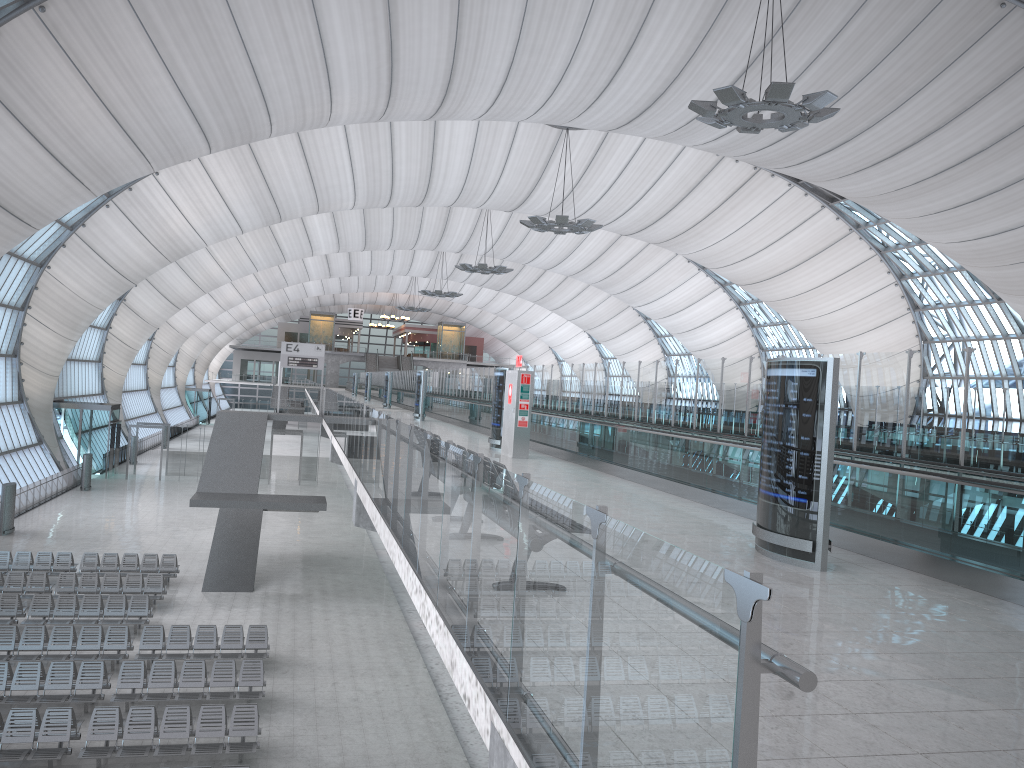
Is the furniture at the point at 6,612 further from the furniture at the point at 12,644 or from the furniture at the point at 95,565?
the furniture at the point at 95,565

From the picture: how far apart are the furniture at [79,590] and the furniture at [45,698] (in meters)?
5.88

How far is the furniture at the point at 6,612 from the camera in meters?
20.5

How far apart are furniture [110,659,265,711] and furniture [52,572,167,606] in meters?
6.1 m

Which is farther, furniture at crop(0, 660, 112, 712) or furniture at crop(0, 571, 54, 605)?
furniture at crop(0, 571, 54, 605)

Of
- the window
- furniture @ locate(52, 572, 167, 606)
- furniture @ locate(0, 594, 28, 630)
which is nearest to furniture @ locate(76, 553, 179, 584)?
furniture @ locate(52, 572, 167, 606)

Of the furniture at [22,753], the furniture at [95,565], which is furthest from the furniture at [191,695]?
the furniture at [95,565]

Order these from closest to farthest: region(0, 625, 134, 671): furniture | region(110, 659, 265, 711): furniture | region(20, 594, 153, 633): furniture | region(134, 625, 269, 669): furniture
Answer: region(110, 659, 265, 711): furniture
region(0, 625, 134, 671): furniture
region(134, 625, 269, 669): furniture
region(20, 594, 153, 633): furniture

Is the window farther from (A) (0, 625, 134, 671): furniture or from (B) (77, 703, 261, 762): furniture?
(B) (77, 703, 261, 762): furniture

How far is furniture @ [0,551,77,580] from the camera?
25.0m
